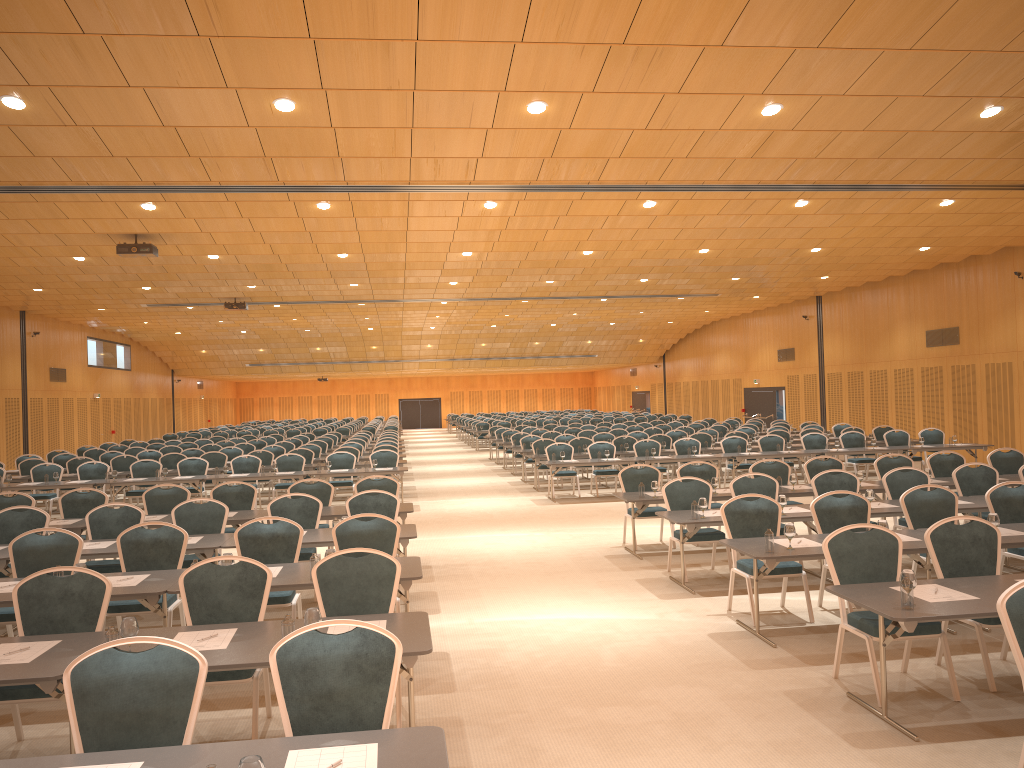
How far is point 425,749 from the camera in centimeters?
344cm

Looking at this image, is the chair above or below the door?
below

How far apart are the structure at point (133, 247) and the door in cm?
1928

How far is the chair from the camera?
3.9 meters

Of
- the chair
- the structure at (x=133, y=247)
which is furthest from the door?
the structure at (x=133, y=247)

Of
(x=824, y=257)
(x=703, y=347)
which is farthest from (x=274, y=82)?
(x=703, y=347)

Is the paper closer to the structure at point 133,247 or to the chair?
the chair

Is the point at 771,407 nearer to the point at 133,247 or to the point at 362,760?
the point at 133,247

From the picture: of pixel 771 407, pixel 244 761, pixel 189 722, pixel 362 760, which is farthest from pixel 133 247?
pixel 771 407

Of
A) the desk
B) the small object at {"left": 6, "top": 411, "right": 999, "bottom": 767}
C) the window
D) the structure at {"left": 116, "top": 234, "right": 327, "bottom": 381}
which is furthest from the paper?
the window
